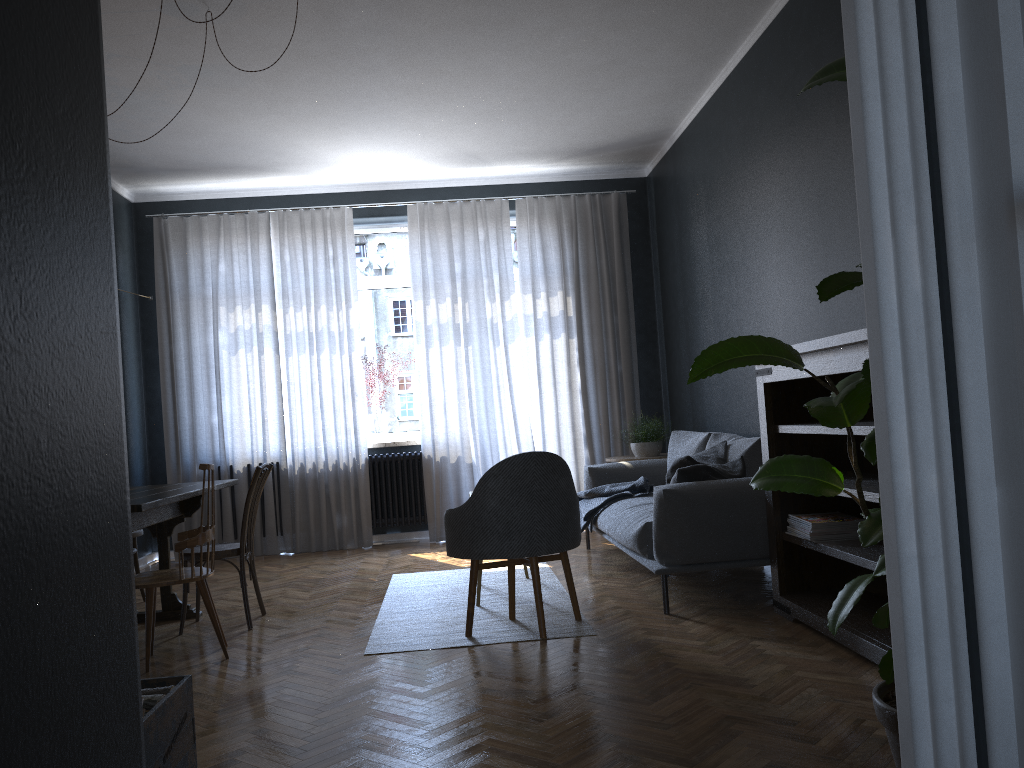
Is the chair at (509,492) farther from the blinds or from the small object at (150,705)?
the blinds

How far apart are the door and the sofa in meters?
3.4 m

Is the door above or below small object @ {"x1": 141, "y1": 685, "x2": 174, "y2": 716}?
above

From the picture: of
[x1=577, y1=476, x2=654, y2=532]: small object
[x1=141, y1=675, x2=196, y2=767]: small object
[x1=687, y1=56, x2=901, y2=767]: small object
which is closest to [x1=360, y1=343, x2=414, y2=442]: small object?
[x1=577, y1=476, x2=654, y2=532]: small object

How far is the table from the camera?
3.7m

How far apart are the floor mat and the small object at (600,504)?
0.4 meters

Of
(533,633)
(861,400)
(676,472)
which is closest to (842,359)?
(676,472)

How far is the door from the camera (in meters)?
0.67

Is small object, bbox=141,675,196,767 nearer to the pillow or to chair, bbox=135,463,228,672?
chair, bbox=135,463,228,672

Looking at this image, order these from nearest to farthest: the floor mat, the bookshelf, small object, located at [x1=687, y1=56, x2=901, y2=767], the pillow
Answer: small object, located at [x1=687, y1=56, x2=901, y2=767] < the bookshelf < the floor mat < the pillow
